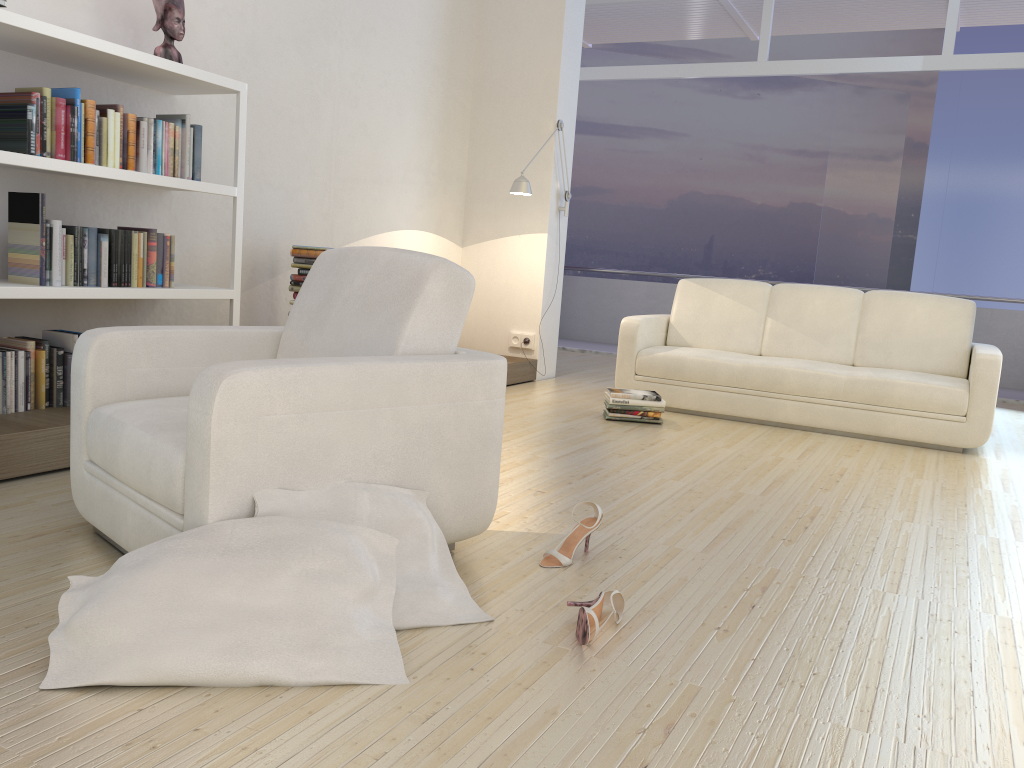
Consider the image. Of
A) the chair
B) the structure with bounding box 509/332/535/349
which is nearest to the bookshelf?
the chair

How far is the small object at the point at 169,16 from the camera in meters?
3.8

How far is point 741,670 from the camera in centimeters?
193cm

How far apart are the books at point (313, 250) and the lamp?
1.61m

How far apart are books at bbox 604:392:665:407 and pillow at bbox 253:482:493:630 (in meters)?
2.86

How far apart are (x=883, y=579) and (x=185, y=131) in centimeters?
323cm

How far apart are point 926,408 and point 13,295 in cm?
445

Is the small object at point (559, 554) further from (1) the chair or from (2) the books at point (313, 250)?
(2) the books at point (313, 250)

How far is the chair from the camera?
1.9m

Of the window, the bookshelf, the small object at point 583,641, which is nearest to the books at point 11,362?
the bookshelf
